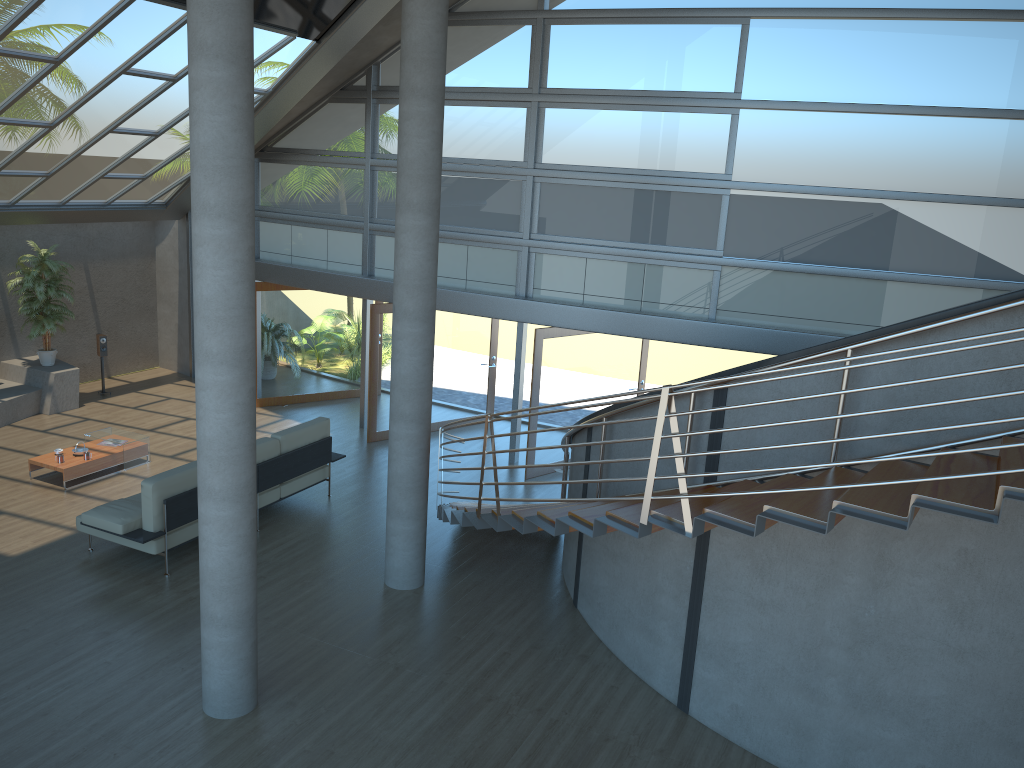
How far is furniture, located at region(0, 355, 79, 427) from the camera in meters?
12.5

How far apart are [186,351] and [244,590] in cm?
1042

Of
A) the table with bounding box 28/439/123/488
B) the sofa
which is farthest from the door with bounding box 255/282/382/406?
the sofa

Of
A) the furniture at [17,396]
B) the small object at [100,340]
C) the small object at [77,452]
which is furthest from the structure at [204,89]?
the small object at [100,340]

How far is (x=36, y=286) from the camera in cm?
1269

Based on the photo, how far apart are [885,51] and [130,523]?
9.0m

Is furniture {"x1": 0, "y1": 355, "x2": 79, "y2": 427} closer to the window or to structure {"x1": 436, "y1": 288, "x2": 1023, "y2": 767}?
the window

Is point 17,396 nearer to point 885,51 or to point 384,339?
point 384,339

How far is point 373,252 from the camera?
12.6m

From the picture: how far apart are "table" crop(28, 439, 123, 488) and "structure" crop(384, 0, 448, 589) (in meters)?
4.40
